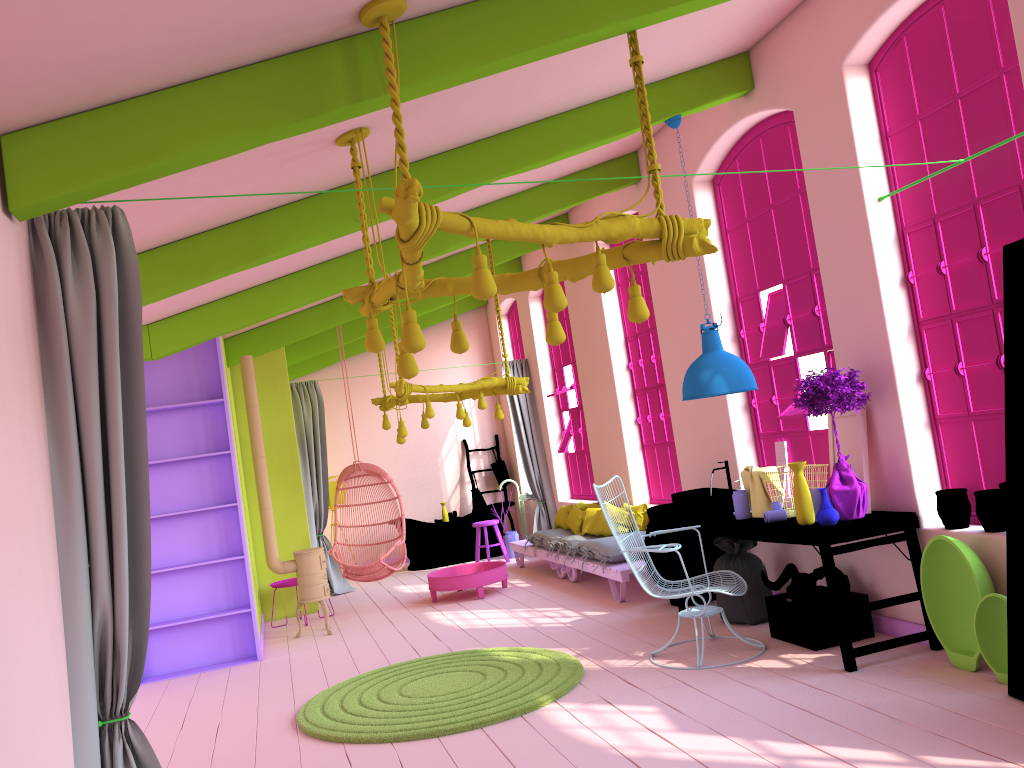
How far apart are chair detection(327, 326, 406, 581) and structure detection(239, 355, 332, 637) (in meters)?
0.72

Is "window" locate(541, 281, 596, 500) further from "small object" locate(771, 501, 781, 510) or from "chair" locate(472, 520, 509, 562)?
"small object" locate(771, 501, 781, 510)

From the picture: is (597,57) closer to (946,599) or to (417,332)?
(417,332)

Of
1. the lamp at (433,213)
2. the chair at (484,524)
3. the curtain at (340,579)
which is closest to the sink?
the lamp at (433,213)

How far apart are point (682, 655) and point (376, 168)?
3.8m

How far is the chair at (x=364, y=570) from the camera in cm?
948

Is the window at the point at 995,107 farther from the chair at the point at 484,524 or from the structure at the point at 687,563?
the chair at the point at 484,524

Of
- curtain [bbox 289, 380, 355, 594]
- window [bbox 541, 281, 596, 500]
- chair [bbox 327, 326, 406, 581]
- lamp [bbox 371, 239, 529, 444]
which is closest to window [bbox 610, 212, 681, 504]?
lamp [bbox 371, 239, 529, 444]

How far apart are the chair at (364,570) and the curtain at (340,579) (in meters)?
1.40

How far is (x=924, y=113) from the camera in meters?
5.2 m
